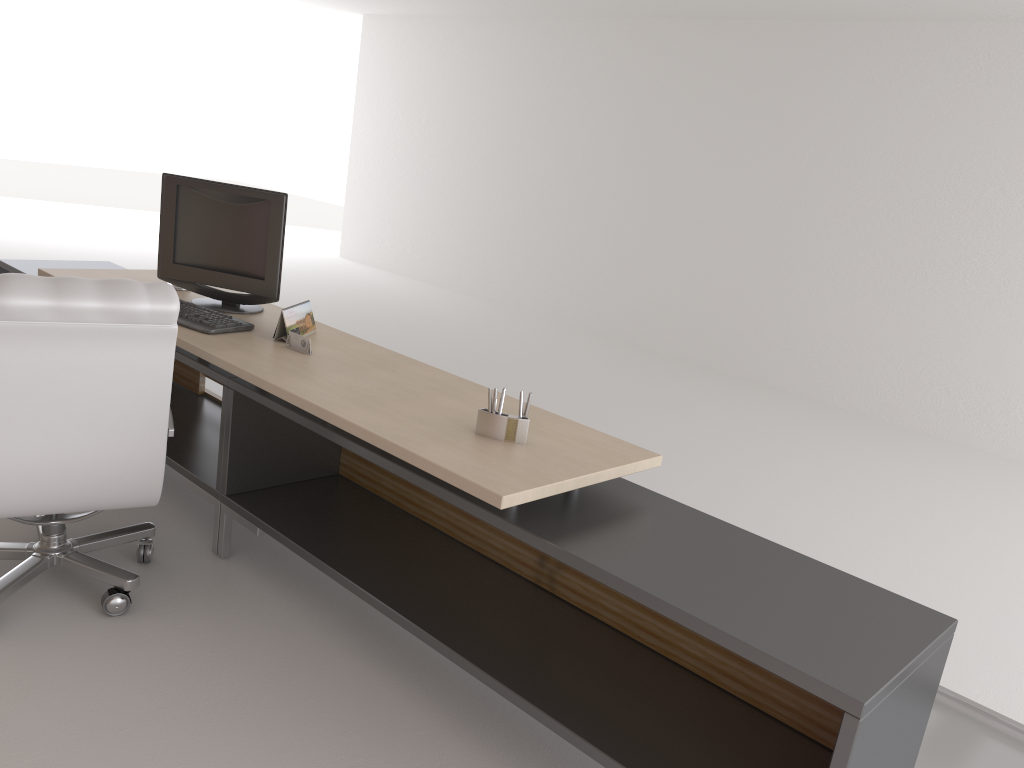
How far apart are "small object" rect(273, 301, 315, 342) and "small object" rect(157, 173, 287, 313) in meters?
0.3

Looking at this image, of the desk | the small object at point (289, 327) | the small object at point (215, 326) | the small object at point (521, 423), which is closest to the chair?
the desk

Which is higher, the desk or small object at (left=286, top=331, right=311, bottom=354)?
small object at (left=286, top=331, right=311, bottom=354)

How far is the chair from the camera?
3.61m

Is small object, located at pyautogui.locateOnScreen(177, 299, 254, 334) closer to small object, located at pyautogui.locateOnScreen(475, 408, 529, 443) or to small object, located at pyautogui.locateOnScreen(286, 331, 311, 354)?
small object, located at pyautogui.locateOnScreen(286, 331, 311, 354)

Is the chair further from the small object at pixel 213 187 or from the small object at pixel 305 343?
the small object at pixel 213 187

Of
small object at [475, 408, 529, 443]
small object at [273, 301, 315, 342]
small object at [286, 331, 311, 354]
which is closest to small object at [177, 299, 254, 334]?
small object at [273, 301, 315, 342]

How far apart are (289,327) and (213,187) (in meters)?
1.11

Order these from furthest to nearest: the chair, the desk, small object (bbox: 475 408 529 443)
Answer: small object (bbox: 475 408 529 443) < the chair < the desk

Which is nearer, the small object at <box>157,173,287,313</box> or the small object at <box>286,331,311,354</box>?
the small object at <box>286,331,311,354</box>
